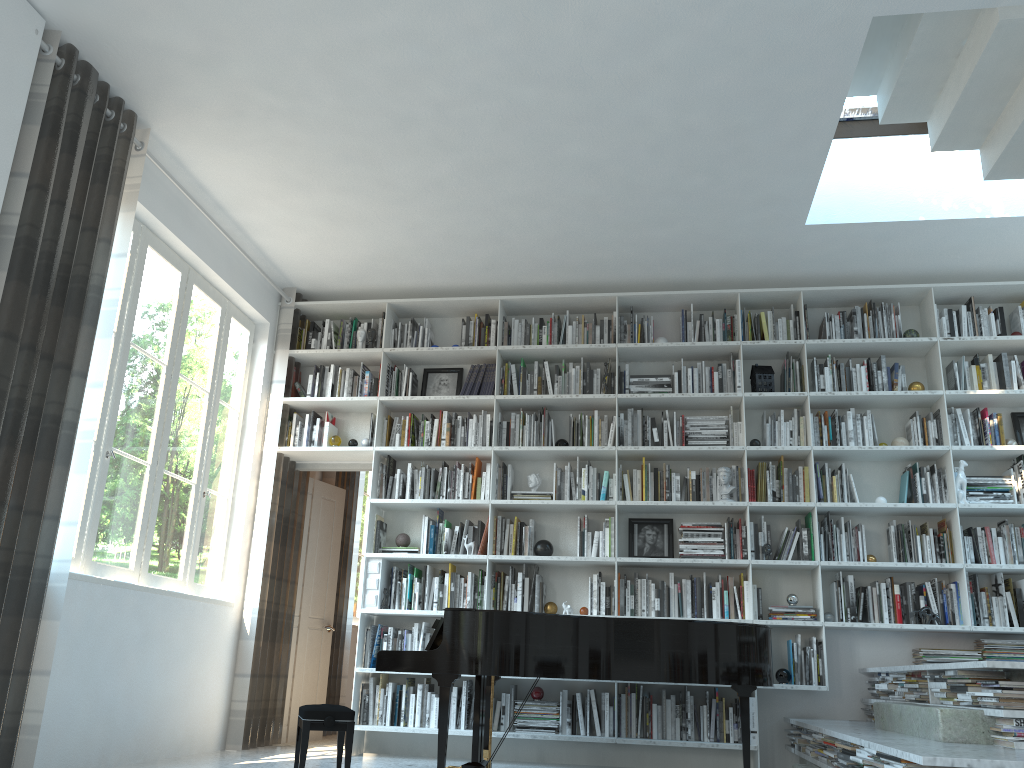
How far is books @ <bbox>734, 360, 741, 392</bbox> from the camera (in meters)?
5.93

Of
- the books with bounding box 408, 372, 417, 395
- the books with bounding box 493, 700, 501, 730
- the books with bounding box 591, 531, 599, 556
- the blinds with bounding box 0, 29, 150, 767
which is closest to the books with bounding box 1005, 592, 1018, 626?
the books with bounding box 591, 531, 599, 556

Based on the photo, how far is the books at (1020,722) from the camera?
3.3 meters

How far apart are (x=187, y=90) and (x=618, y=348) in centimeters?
318cm

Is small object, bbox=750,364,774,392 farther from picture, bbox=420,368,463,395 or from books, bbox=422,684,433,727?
books, bbox=422,684,433,727

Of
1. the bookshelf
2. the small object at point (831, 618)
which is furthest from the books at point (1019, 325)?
the small object at point (831, 618)

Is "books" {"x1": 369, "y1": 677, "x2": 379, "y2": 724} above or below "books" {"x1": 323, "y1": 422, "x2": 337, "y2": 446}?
below

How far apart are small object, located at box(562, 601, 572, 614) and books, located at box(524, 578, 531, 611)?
0.3 meters

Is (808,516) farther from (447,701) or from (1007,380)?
(447,701)

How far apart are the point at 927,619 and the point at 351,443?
3.93m
